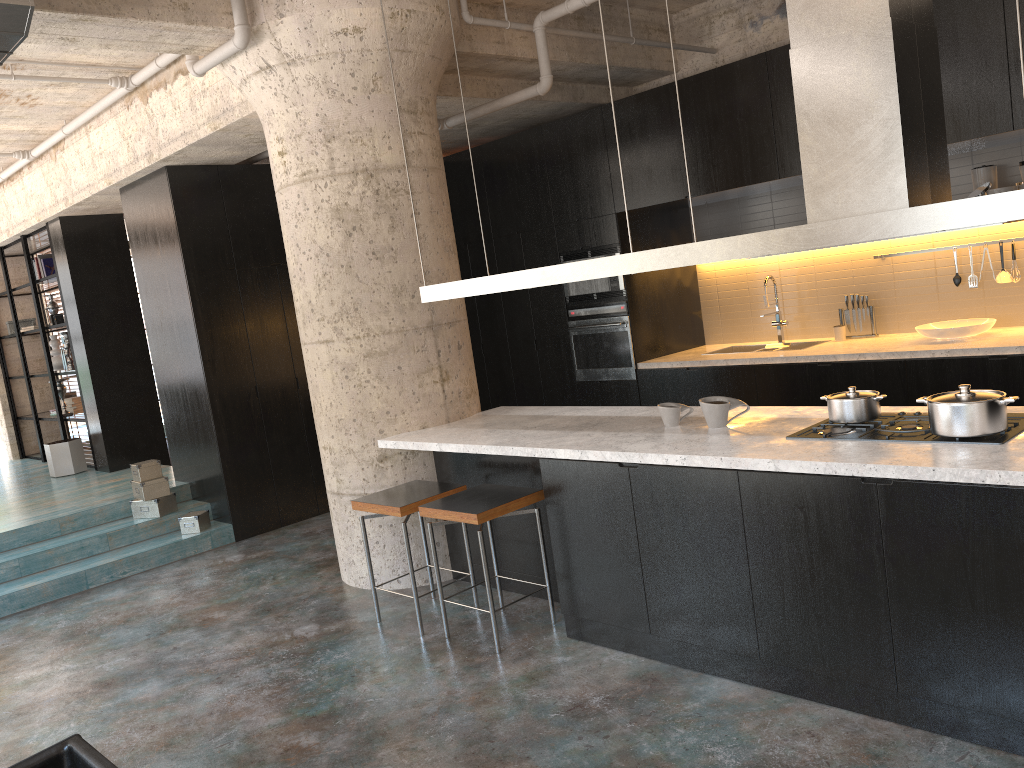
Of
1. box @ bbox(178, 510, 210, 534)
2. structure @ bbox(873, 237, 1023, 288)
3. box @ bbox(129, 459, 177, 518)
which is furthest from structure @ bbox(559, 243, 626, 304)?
box @ bbox(129, 459, 177, 518)

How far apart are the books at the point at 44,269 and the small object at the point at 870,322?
8.3m

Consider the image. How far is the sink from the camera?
7.0 meters

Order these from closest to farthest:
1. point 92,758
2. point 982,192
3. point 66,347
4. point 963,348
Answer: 1. point 92,758
2. point 963,348
3. point 982,192
4. point 66,347

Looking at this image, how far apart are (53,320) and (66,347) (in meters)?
0.37

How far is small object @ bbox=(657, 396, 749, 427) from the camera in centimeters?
401cm

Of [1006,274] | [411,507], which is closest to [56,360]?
[411,507]

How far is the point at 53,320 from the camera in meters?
9.8

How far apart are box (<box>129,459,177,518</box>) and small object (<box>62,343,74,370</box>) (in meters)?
3.28

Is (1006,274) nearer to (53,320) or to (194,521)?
(194,521)
